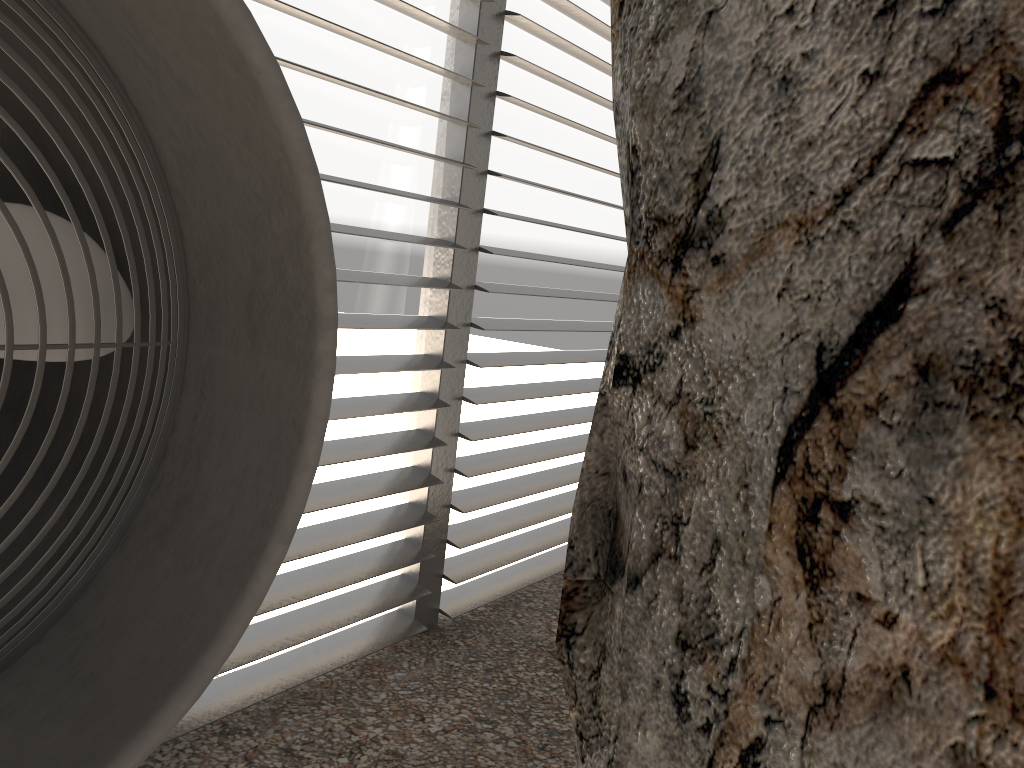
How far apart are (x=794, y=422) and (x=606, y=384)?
0.6 meters
